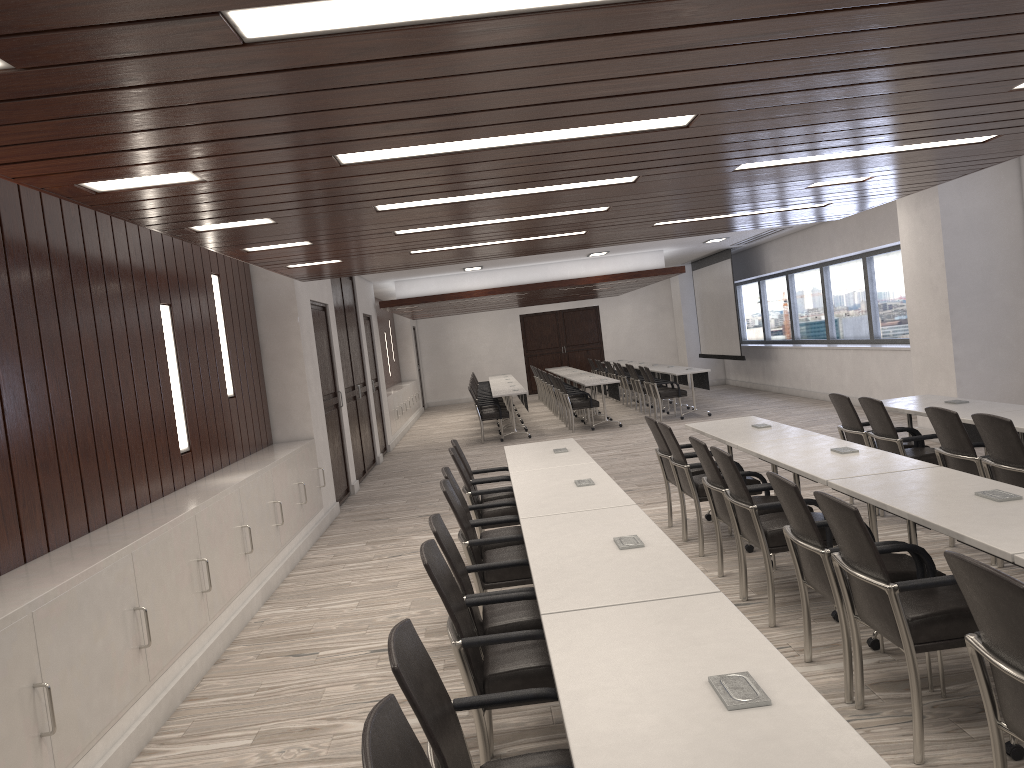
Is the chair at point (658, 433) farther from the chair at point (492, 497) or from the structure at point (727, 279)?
the structure at point (727, 279)

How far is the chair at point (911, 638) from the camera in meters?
3.1 m

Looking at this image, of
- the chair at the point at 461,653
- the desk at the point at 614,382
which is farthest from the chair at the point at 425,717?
the desk at the point at 614,382

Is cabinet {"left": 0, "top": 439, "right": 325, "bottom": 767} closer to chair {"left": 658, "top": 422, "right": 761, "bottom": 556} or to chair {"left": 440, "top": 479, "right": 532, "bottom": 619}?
chair {"left": 440, "top": 479, "right": 532, "bottom": 619}

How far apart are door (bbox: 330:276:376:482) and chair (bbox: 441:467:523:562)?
6.4m

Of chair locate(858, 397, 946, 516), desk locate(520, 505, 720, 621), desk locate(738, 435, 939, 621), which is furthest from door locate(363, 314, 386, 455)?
desk locate(520, 505, 720, 621)

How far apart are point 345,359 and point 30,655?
8.7m

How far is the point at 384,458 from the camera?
14.25m

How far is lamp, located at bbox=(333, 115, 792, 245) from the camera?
3.66m

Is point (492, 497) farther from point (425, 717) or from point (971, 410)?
point (425, 717)
